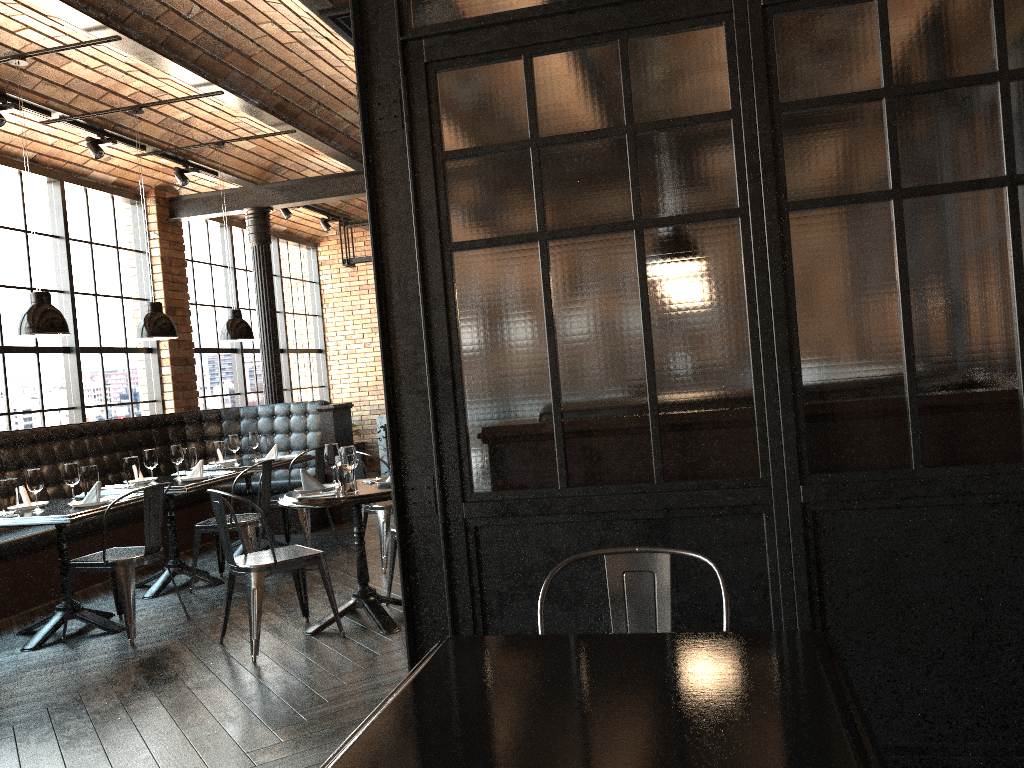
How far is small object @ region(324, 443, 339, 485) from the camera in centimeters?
511cm

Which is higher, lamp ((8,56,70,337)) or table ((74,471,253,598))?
lamp ((8,56,70,337))

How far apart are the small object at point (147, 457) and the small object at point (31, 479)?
1.1 meters

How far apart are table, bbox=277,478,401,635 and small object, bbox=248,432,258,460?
2.6m

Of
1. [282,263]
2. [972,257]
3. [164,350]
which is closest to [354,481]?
[972,257]

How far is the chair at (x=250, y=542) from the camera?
6.09m

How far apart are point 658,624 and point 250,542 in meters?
4.4 m

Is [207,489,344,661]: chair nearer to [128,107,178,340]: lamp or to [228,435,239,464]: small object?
[128,107,178,340]: lamp

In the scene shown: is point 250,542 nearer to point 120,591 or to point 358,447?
point 120,591

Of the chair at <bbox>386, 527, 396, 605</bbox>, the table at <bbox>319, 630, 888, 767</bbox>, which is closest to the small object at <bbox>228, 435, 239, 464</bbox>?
the chair at <bbox>386, 527, 396, 605</bbox>
